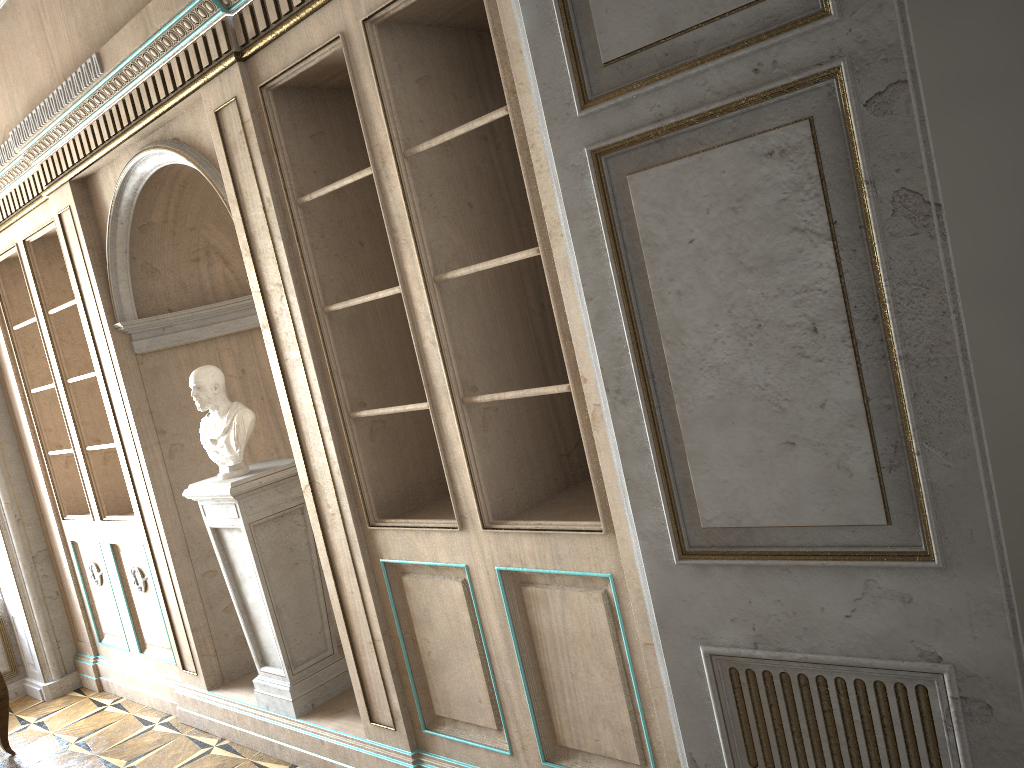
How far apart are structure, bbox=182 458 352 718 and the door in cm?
236

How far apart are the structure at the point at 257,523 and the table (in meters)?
1.72

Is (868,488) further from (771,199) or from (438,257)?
(438,257)

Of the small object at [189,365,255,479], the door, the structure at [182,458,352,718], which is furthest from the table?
the door

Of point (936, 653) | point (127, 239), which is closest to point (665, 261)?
point (936, 653)

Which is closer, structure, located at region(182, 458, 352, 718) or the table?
structure, located at region(182, 458, 352, 718)

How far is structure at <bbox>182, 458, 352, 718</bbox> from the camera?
3.9 meters

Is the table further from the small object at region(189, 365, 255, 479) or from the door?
the door

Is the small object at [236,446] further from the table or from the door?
the door

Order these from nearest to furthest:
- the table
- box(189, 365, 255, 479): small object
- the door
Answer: the door
box(189, 365, 255, 479): small object
the table
